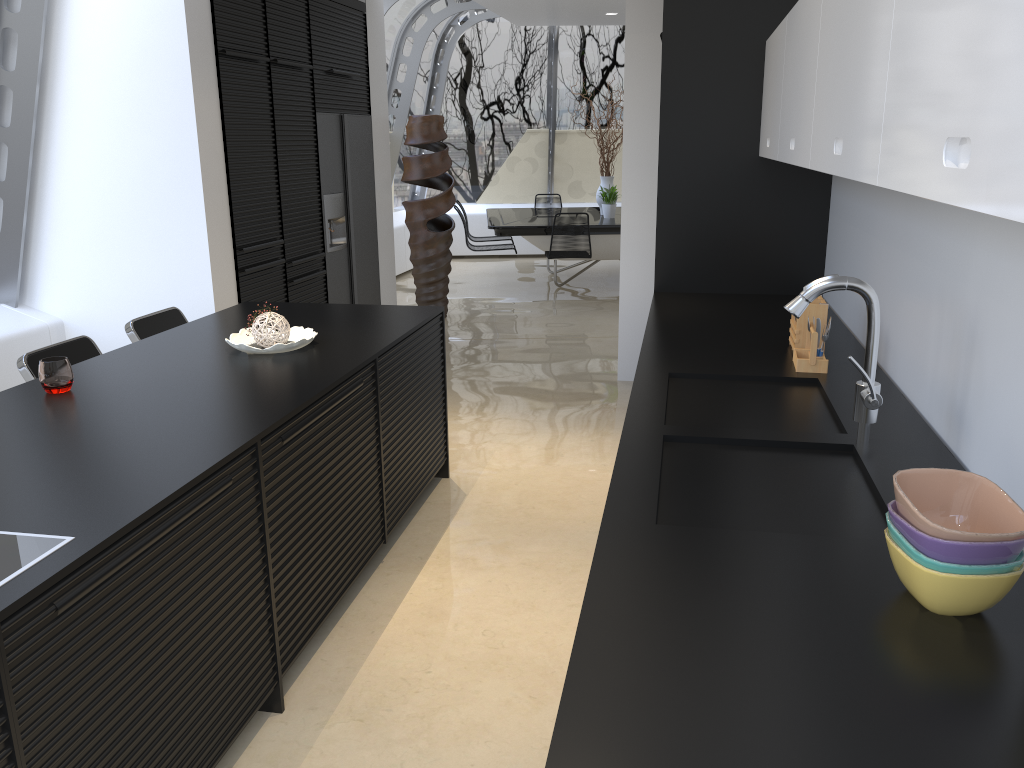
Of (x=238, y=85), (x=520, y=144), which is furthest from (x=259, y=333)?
(x=520, y=144)

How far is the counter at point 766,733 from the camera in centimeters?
116cm

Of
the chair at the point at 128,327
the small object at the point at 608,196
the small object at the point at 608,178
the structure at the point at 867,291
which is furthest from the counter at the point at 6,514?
the small object at the point at 608,178

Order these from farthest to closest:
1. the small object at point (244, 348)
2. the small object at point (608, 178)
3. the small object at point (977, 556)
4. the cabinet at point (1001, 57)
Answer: the small object at point (608, 178)
the small object at point (244, 348)
the small object at point (977, 556)
the cabinet at point (1001, 57)

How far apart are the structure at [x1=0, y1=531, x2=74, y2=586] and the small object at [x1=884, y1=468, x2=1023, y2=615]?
1.5m

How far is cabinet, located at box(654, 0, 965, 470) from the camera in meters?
4.1

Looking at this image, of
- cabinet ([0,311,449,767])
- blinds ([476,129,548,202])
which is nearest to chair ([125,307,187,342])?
cabinet ([0,311,449,767])

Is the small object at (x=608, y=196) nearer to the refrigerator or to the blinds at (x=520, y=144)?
the blinds at (x=520, y=144)

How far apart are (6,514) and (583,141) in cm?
1126

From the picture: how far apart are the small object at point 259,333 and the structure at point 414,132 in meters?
4.6 m
